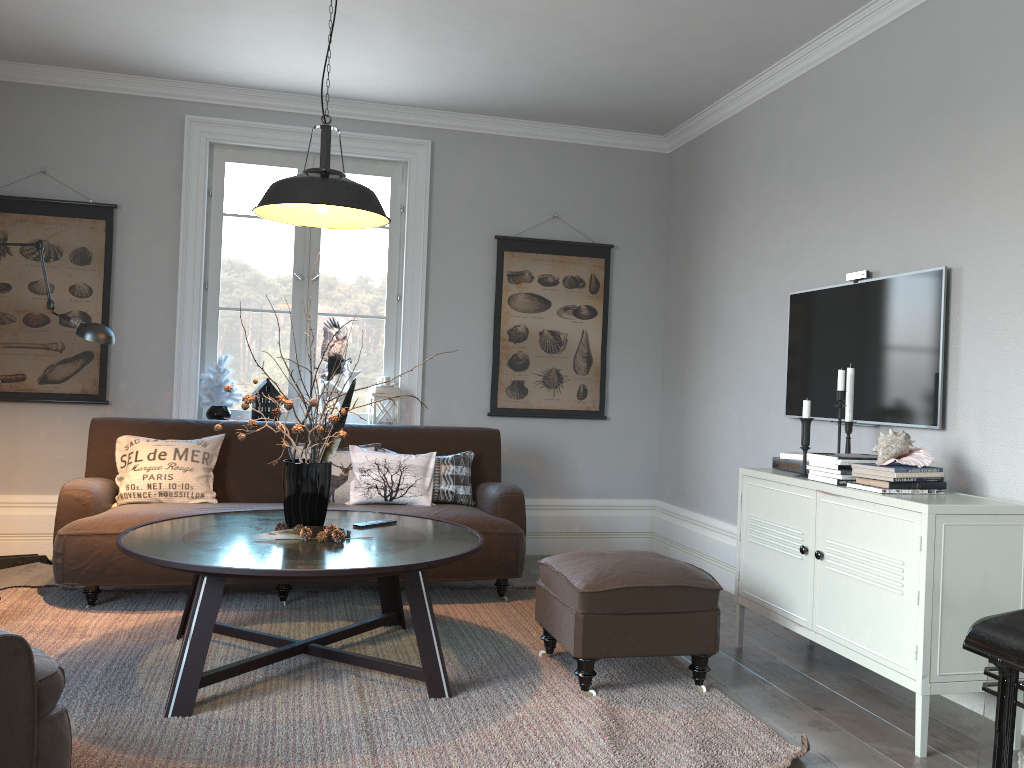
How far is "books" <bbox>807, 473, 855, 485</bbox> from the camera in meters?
3.2

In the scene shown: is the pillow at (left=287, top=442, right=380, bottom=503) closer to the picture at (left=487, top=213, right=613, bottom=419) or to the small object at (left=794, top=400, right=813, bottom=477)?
the picture at (left=487, top=213, right=613, bottom=419)

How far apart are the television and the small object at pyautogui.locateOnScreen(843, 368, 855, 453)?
0.21m

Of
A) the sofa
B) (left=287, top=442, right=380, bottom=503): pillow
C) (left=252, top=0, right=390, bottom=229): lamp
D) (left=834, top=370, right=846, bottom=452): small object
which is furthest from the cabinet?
(left=287, top=442, right=380, bottom=503): pillow

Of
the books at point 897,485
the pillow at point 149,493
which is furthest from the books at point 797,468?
the pillow at point 149,493

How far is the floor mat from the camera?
2.5 meters

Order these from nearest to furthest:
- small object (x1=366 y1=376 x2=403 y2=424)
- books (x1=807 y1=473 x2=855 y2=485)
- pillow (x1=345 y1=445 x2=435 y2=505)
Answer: books (x1=807 y1=473 x2=855 y2=485)
pillow (x1=345 y1=445 x2=435 y2=505)
small object (x1=366 y1=376 x2=403 y2=424)

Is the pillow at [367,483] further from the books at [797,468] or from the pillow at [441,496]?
the books at [797,468]

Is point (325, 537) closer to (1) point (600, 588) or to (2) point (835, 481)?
(1) point (600, 588)

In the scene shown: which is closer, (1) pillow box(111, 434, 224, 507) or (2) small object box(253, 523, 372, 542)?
(2) small object box(253, 523, 372, 542)
